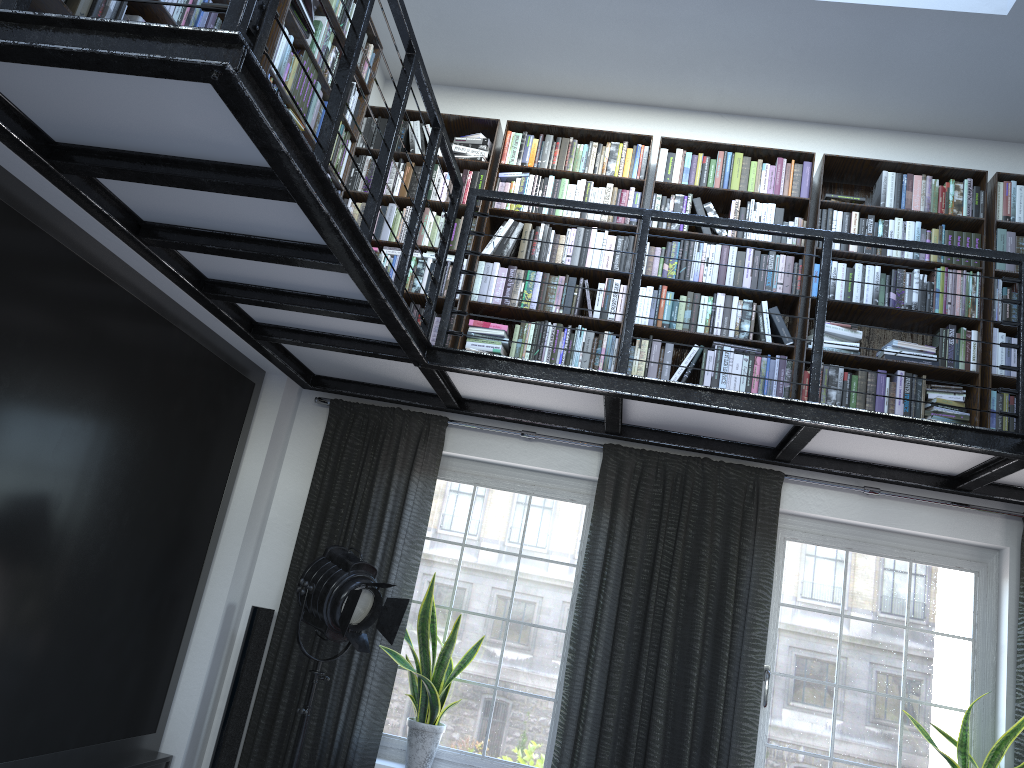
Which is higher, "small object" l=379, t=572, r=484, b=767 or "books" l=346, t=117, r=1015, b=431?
"books" l=346, t=117, r=1015, b=431

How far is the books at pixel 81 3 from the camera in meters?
2.4 m

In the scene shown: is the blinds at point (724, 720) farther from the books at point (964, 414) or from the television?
the books at point (964, 414)

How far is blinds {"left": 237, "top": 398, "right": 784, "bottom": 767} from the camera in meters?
4.3

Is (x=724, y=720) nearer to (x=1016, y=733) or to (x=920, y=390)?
(x=1016, y=733)

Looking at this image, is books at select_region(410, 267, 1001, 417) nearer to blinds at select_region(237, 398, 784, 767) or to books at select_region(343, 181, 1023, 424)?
books at select_region(343, 181, 1023, 424)

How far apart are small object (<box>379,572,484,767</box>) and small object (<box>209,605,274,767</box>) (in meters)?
0.70

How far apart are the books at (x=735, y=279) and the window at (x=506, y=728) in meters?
1.2 m

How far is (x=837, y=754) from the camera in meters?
4.4 m

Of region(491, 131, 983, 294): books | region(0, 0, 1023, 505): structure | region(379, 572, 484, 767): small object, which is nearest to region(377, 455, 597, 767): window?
region(379, 572, 484, 767): small object
